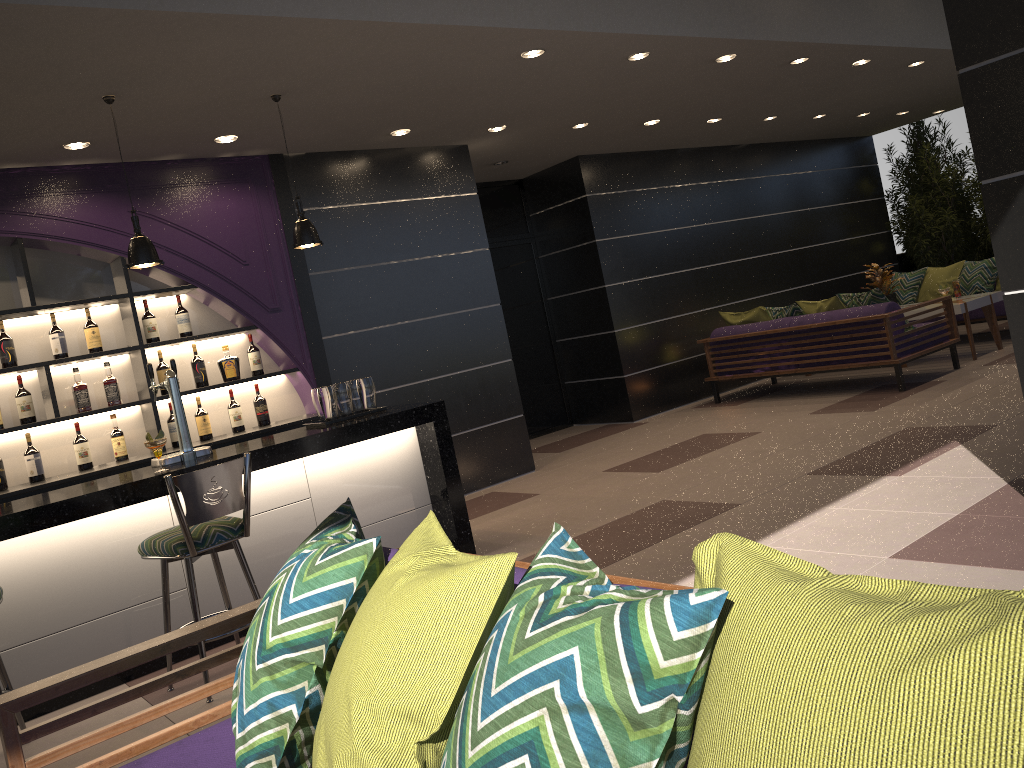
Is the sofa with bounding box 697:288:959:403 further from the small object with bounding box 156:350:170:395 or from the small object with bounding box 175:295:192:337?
the small object with bounding box 156:350:170:395

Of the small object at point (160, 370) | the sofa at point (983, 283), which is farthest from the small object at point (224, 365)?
the sofa at point (983, 283)

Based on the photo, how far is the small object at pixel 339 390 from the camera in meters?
5.1

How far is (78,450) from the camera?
5.4 meters

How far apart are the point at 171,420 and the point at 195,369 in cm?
37

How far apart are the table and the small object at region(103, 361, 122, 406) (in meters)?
7.26

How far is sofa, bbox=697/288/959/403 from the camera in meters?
7.6 m

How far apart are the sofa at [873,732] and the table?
7.51m

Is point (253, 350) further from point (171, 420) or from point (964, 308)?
point (964, 308)

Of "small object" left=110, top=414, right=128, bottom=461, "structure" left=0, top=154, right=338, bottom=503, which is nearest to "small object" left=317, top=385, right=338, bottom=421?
"structure" left=0, top=154, right=338, bottom=503
